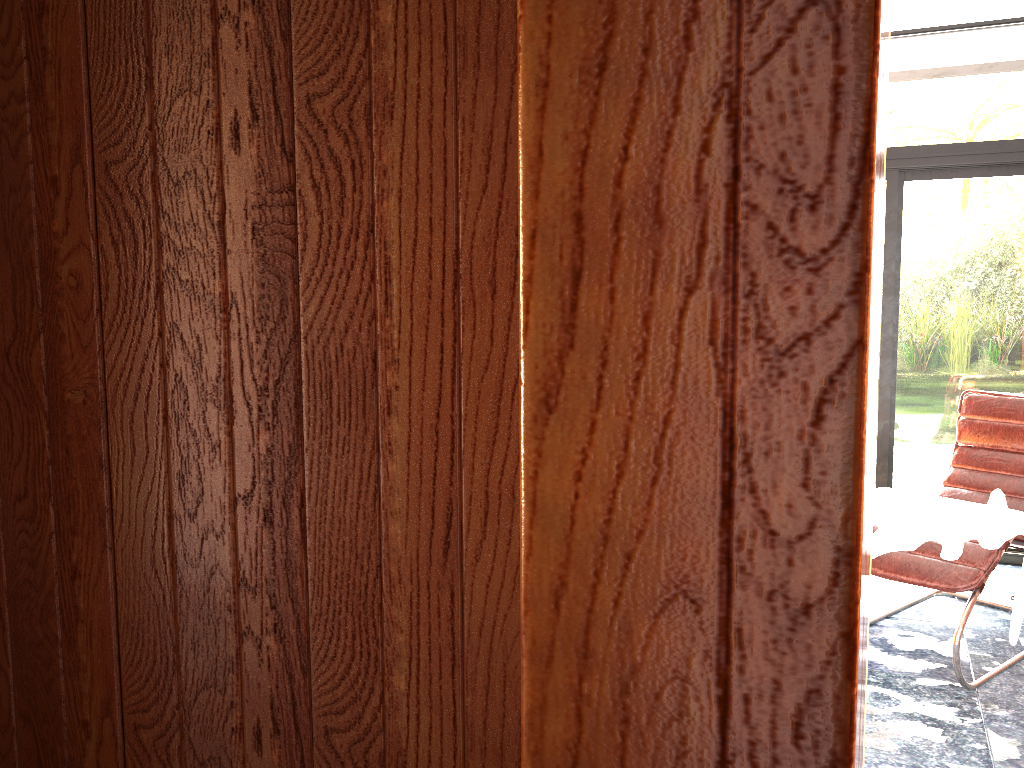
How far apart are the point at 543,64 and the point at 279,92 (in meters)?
0.85

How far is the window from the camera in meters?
4.2

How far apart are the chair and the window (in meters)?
0.41

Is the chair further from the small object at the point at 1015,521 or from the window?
the window

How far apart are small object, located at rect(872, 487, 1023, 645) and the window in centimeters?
72cm

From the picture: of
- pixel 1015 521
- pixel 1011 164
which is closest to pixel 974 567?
pixel 1015 521

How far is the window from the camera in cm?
418

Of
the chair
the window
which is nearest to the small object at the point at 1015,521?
the chair

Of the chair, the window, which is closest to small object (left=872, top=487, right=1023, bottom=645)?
the chair

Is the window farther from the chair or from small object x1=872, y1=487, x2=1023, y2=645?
small object x1=872, y1=487, x2=1023, y2=645
